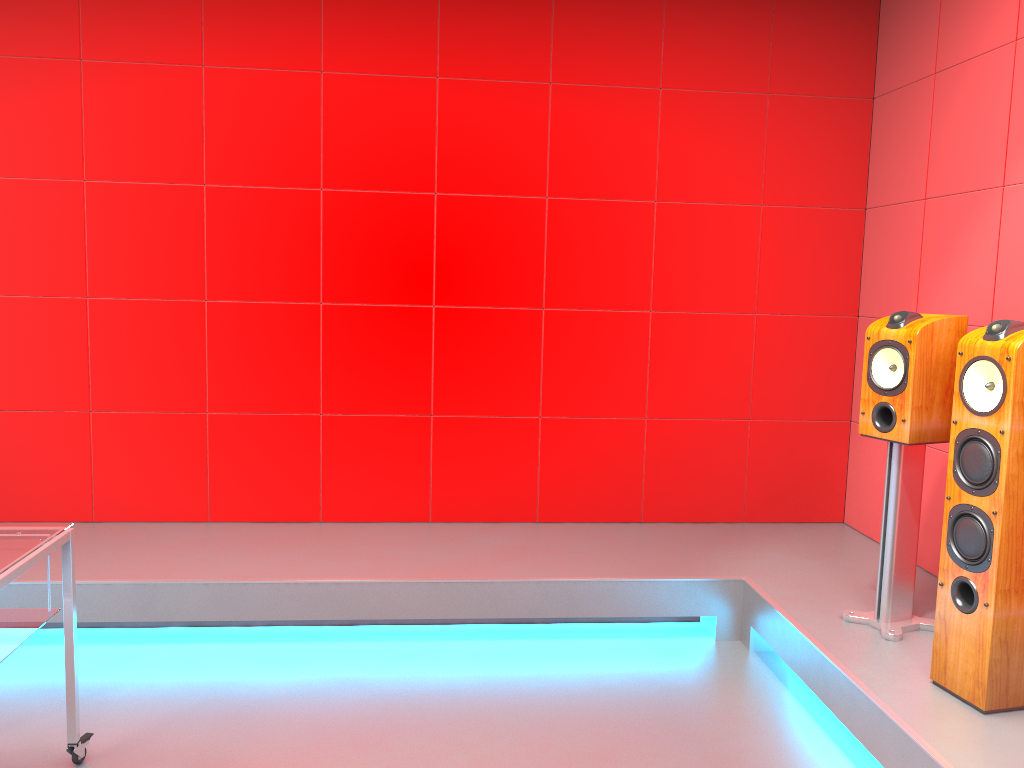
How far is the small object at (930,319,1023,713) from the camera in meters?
2.3 m

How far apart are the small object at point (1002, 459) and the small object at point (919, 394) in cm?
31

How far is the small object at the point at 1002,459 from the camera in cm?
230

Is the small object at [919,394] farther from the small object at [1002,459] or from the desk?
the desk

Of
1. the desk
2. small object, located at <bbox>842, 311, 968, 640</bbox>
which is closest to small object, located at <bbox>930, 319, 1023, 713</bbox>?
small object, located at <bbox>842, 311, 968, 640</bbox>

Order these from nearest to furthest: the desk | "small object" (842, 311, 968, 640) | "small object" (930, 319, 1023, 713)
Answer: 1. the desk
2. "small object" (930, 319, 1023, 713)
3. "small object" (842, 311, 968, 640)

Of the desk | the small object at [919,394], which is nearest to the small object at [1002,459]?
the small object at [919,394]

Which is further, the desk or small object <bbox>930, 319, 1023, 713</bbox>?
small object <bbox>930, 319, 1023, 713</bbox>

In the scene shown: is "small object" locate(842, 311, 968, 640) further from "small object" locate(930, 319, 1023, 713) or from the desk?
the desk

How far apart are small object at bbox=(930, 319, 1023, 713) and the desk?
2.40m
